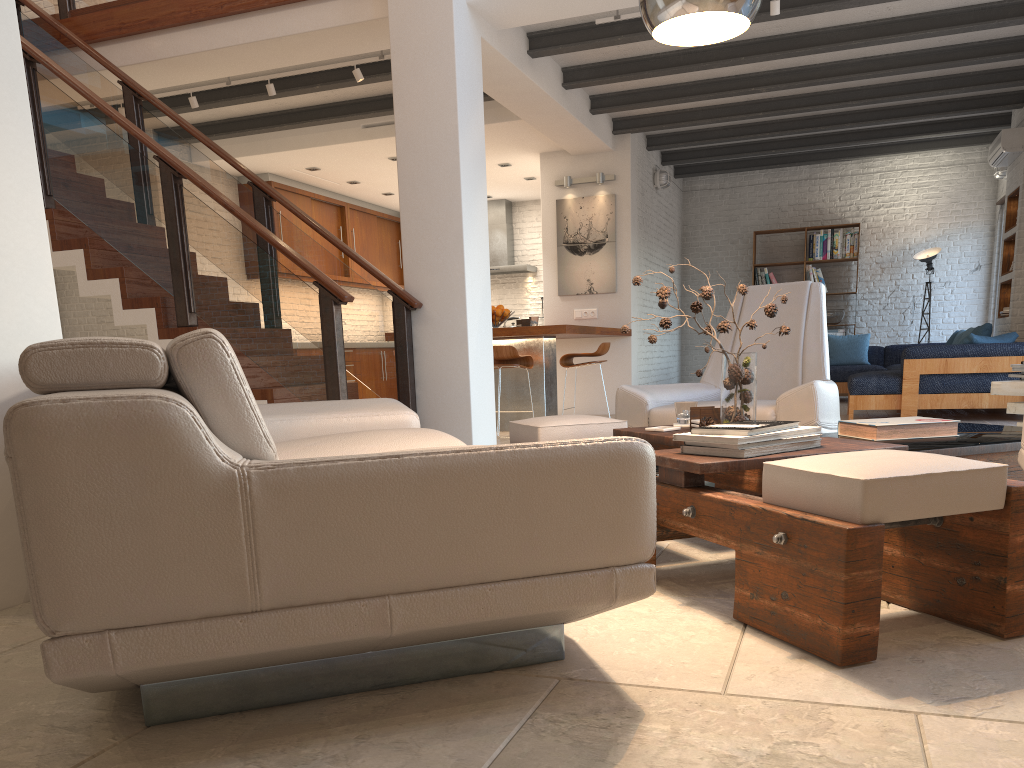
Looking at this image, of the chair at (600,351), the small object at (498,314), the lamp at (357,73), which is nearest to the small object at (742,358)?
the chair at (600,351)

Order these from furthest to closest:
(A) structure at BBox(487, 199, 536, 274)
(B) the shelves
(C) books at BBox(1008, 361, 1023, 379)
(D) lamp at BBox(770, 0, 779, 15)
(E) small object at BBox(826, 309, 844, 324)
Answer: (A) structure at BBox(487, 199, 536, 274), (E) small object at BBox(826, 309, 844, 324), (B) the shelves, (D) lamp at BBox(770, 0, 779, 15), (C) books at BBox(1008, 361, 1023, 379)

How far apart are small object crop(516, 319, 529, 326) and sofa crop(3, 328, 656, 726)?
4.5m

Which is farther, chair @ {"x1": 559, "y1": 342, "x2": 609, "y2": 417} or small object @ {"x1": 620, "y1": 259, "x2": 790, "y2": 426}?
chair @ {"x1": 559, "y1": 342, "x2": 609, "y2": 417}

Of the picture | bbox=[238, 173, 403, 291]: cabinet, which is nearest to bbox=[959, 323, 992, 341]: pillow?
the picture

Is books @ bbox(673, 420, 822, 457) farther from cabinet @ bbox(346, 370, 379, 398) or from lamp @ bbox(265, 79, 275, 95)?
cabinet @ bbox(346, 370, 379, 398)

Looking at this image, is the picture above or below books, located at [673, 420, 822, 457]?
above

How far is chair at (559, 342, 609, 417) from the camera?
7.8m

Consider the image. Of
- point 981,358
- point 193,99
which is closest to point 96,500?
point 193,99

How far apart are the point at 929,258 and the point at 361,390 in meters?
7.6
